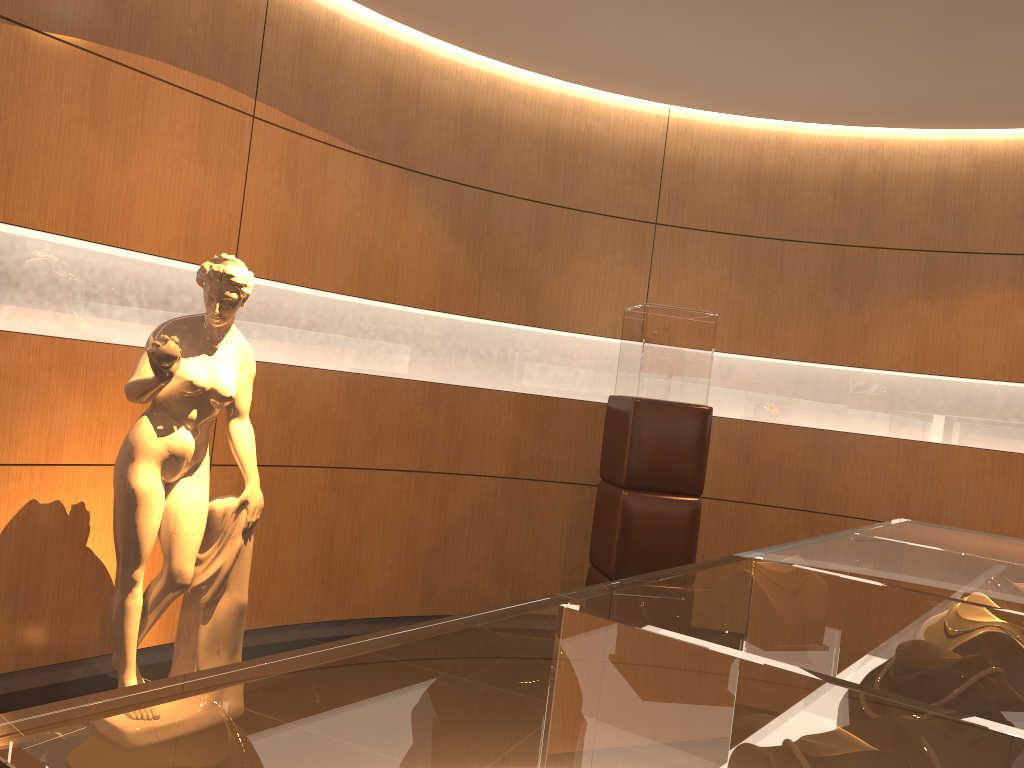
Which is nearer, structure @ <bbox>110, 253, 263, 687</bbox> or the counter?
the counter

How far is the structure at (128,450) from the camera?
3.3 meters

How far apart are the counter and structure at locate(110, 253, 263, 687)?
2.2m

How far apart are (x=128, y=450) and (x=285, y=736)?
3.0m

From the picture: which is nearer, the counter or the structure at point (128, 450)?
the counter

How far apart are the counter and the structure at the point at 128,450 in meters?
2.2 m

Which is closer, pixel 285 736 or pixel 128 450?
pixel 285 736

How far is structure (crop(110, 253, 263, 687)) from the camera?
3.27m

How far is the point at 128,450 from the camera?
3.3 meters

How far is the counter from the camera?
0.55m
